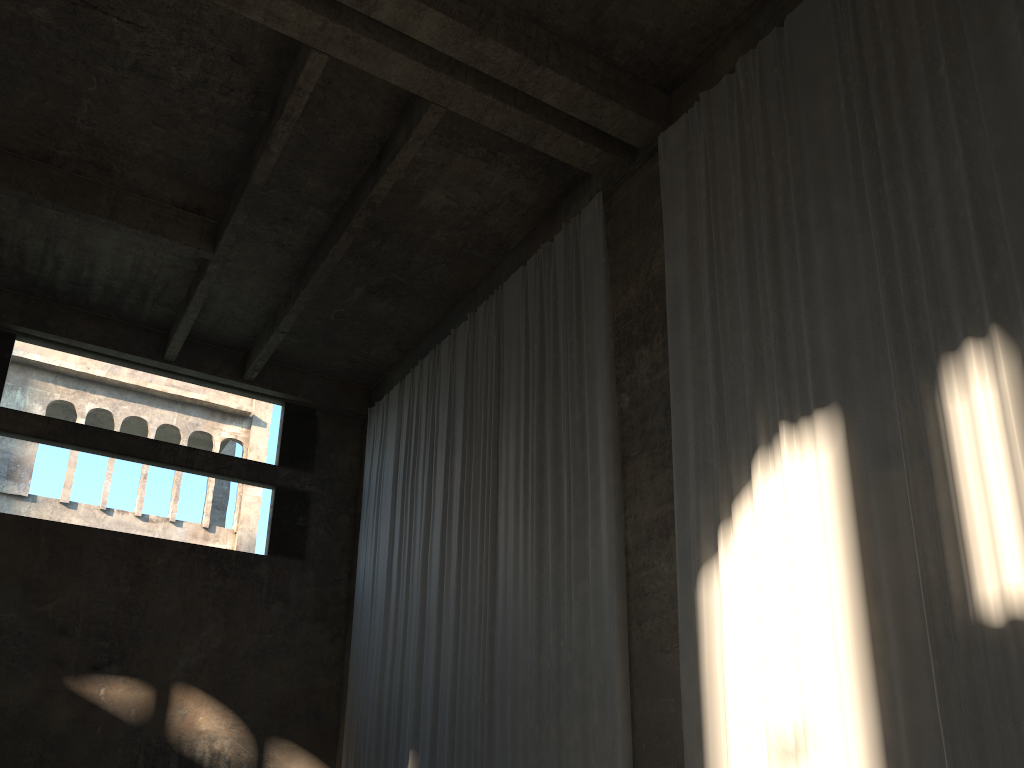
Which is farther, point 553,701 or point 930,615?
point 553,701

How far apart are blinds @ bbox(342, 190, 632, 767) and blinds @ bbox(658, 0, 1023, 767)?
0.99m

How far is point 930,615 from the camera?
6.0m

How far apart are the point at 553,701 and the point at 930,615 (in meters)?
4.64

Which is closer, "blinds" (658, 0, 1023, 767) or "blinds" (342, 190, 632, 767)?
"blinds" (658, 0, 1023, 767)

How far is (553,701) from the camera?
9.5m

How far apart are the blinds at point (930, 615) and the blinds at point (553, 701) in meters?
1.0 m

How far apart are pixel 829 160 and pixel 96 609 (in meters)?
12.66

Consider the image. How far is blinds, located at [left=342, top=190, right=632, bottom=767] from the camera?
9.5m

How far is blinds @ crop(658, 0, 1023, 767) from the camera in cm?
597
